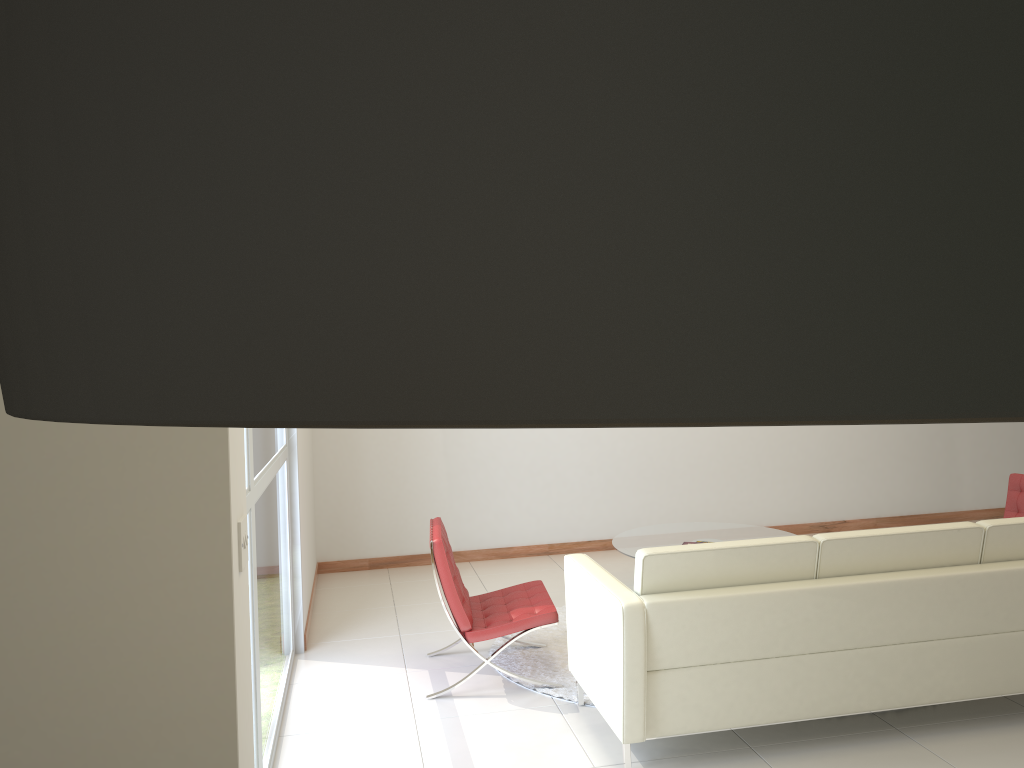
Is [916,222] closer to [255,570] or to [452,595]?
[255,570]

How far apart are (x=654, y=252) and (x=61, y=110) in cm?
10

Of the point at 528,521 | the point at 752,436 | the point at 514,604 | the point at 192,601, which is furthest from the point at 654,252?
the point at 752,436

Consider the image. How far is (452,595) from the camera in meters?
4.6 m

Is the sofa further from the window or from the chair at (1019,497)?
the chair at (1019,497)

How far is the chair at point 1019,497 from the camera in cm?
596

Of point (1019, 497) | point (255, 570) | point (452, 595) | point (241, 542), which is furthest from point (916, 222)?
point (1019, 497)

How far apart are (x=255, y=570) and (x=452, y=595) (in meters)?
1.40

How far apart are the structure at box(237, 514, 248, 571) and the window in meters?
1.5 m

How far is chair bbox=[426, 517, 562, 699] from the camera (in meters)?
4.64
